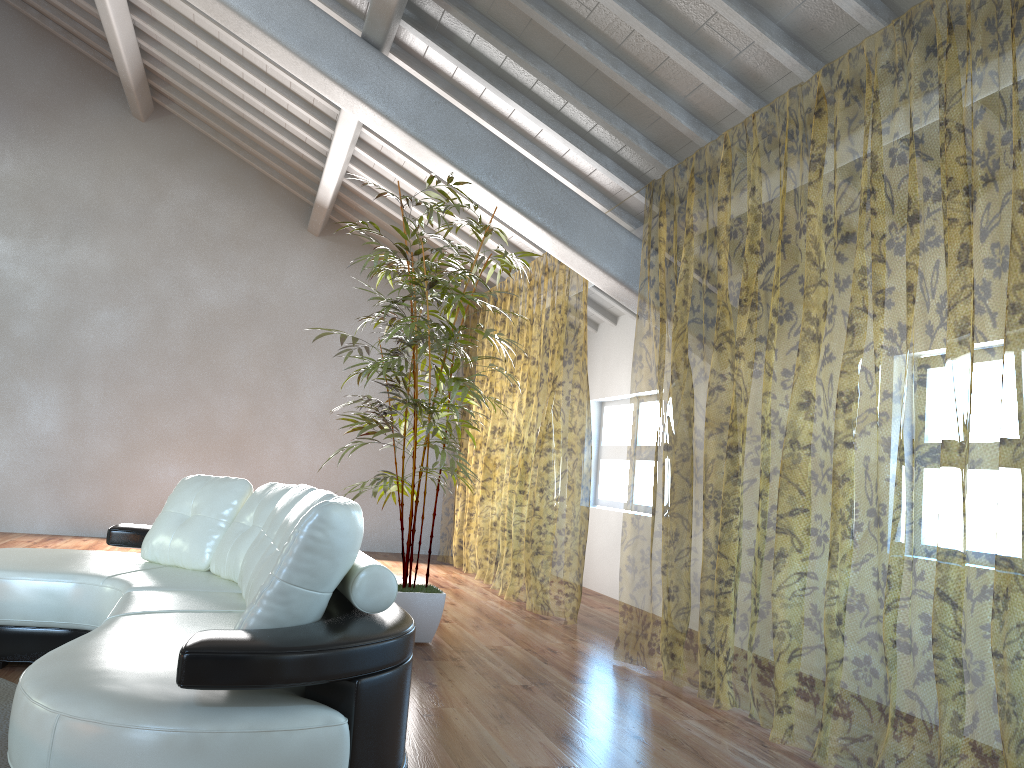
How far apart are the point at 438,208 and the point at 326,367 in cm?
458

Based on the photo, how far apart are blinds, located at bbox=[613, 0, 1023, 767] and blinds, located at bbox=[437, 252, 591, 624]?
0.8 meters

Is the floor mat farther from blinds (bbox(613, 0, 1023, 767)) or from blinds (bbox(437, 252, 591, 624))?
blinds (bbox(437, 252, 591, 624))

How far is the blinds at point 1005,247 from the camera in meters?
7.2

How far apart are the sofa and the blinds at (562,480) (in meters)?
2.65

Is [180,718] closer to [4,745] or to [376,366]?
[4,745]

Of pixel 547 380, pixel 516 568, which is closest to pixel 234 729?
pixel 547 380

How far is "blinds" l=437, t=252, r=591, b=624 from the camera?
14.0 meters

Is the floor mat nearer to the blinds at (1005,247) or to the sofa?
the sofa

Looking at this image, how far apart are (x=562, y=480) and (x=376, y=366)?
9.8m
